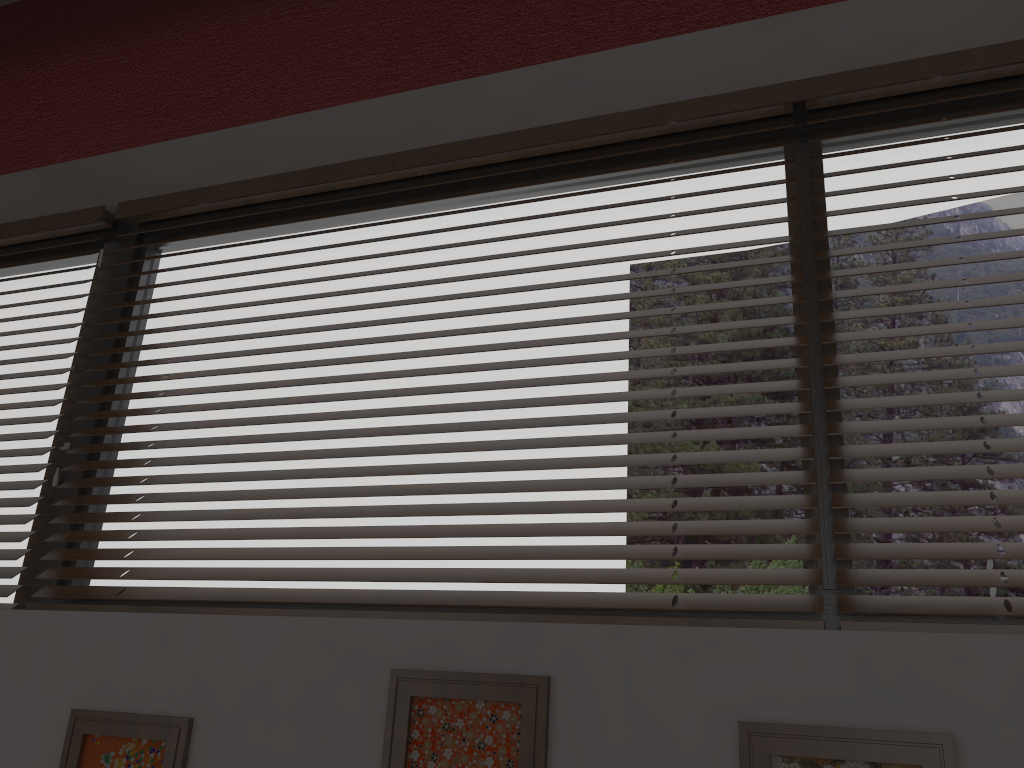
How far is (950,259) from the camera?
1.3 meters

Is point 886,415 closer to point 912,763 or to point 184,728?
point 912,763

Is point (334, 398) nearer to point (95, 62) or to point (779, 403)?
point (779, 403)

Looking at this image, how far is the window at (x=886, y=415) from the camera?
1.30m

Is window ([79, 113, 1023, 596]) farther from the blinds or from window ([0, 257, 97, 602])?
window ([0, 257, 97, 602])

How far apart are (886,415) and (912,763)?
0.58m

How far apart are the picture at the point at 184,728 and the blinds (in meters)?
0.34

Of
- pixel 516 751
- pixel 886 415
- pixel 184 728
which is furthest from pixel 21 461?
pixel 886 415

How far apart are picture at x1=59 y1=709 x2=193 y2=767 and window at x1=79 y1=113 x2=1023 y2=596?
0.4m

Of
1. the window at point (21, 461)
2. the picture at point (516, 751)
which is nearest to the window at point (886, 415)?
the window at point (21, 461)
